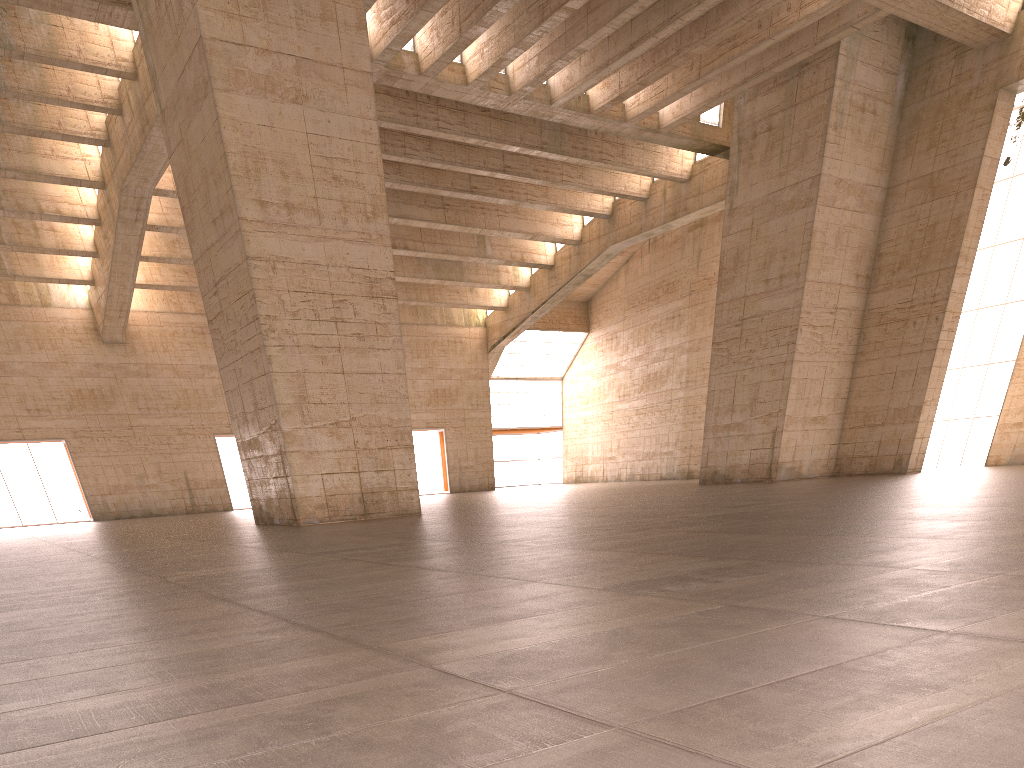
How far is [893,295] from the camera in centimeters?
2721cm
